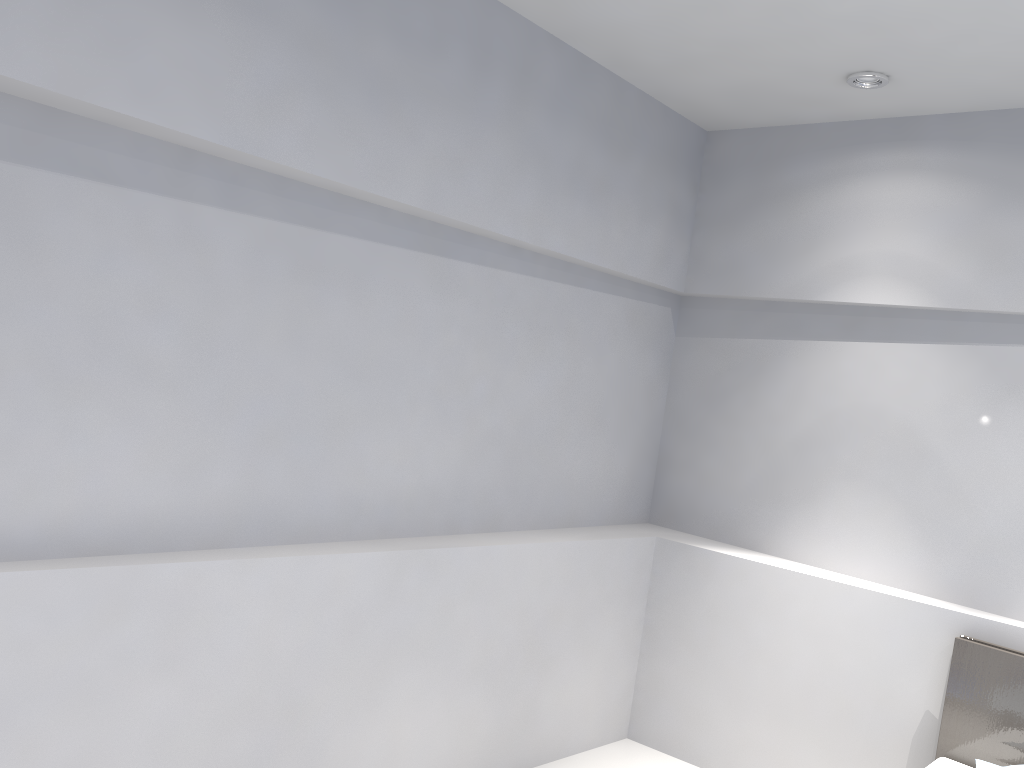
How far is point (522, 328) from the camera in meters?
3.4 m

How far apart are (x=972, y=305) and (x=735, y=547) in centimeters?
139cm

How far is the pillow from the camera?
2.8m

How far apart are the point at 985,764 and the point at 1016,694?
0.3 meters

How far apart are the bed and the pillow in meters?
0.2 m

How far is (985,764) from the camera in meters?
2.8 m

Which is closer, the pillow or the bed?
the pillow

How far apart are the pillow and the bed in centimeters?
16cm
